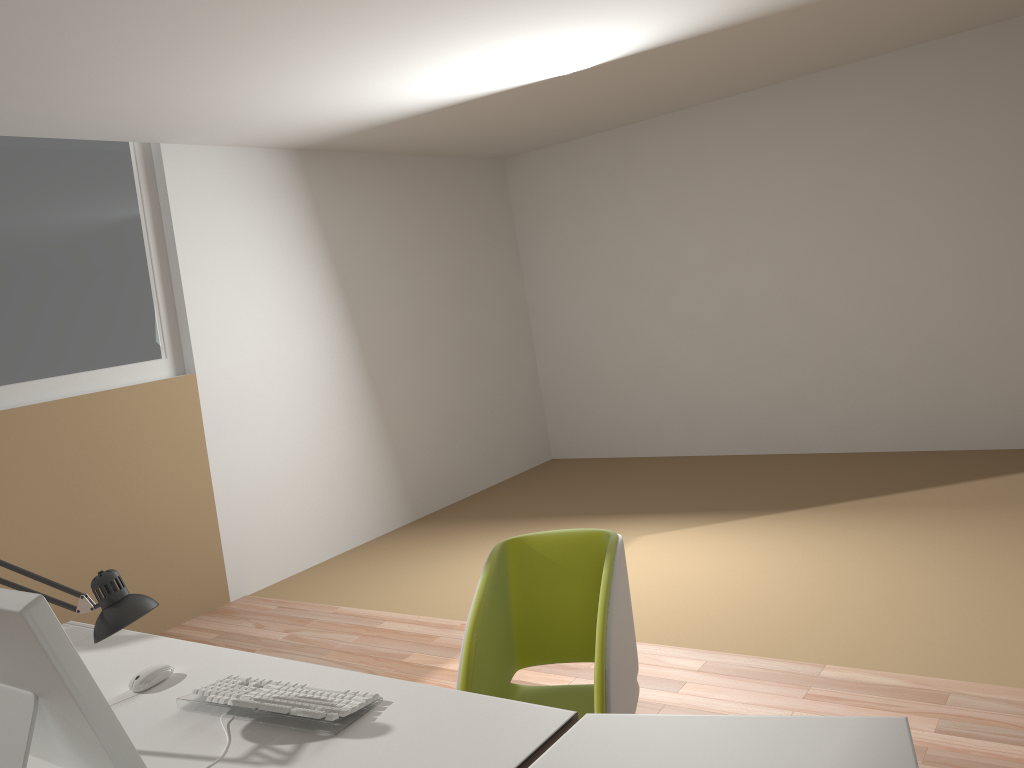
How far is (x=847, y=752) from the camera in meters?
1.4

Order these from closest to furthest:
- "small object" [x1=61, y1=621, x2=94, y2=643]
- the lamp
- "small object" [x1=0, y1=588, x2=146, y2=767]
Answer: "small object" [x1=0, y1=588, x2=146, y2=767], the lamp, "small object" [x1=61, y1=621, x2=94, y2=643]

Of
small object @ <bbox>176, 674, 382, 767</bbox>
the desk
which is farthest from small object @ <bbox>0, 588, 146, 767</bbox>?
small object @ <bbox>176, 674, 382, 767</bbox>

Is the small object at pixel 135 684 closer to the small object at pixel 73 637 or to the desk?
the desk

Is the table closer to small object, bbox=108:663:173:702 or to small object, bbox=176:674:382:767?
small object, bbox=176:674:382:767

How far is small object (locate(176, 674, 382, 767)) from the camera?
1.77m

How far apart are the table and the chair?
0.33m

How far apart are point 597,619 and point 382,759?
0.7m

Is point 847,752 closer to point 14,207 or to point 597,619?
point 597,619

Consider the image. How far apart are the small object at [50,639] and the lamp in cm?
27
